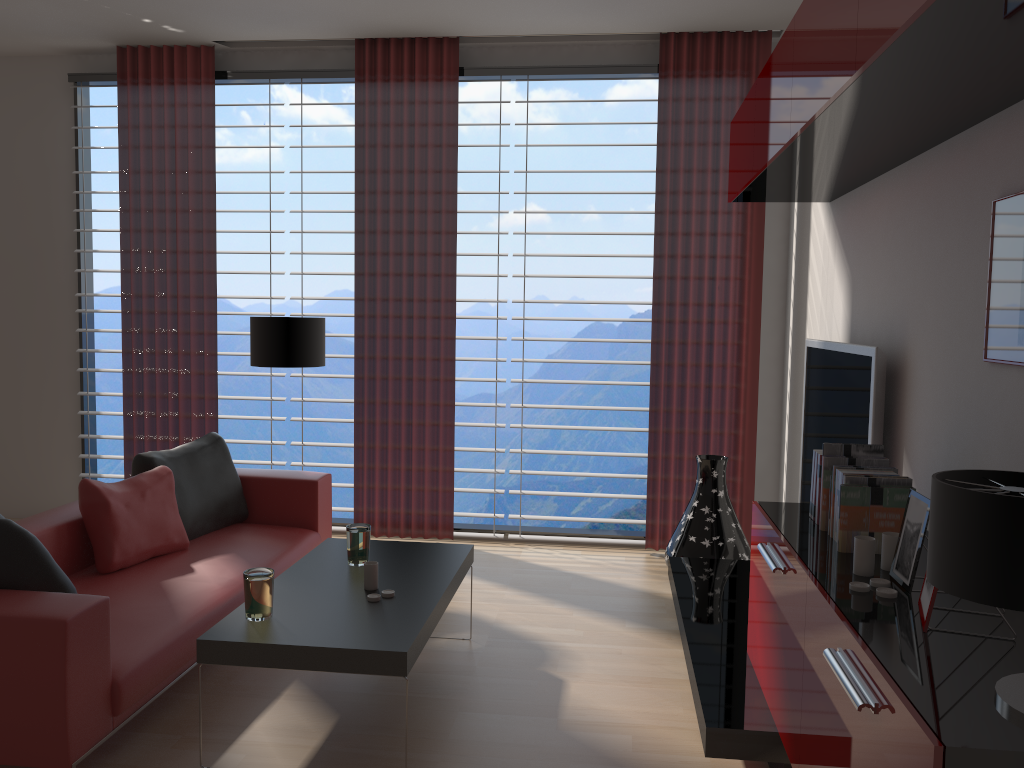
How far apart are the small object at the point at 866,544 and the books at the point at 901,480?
0.3 meters

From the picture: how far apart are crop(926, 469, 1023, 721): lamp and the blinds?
5.0m

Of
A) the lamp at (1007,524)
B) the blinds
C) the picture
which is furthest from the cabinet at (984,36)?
the blinds

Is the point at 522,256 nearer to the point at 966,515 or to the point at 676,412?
the point at 676,412

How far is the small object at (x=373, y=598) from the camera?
4.3m

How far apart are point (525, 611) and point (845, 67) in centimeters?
408cm

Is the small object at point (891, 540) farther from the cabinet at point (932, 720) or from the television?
the television

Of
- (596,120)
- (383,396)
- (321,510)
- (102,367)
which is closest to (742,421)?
(383,396)

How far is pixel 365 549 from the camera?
4.9m

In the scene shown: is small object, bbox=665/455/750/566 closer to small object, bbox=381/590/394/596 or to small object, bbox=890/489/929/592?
small object, bbox=381/590/394/596
